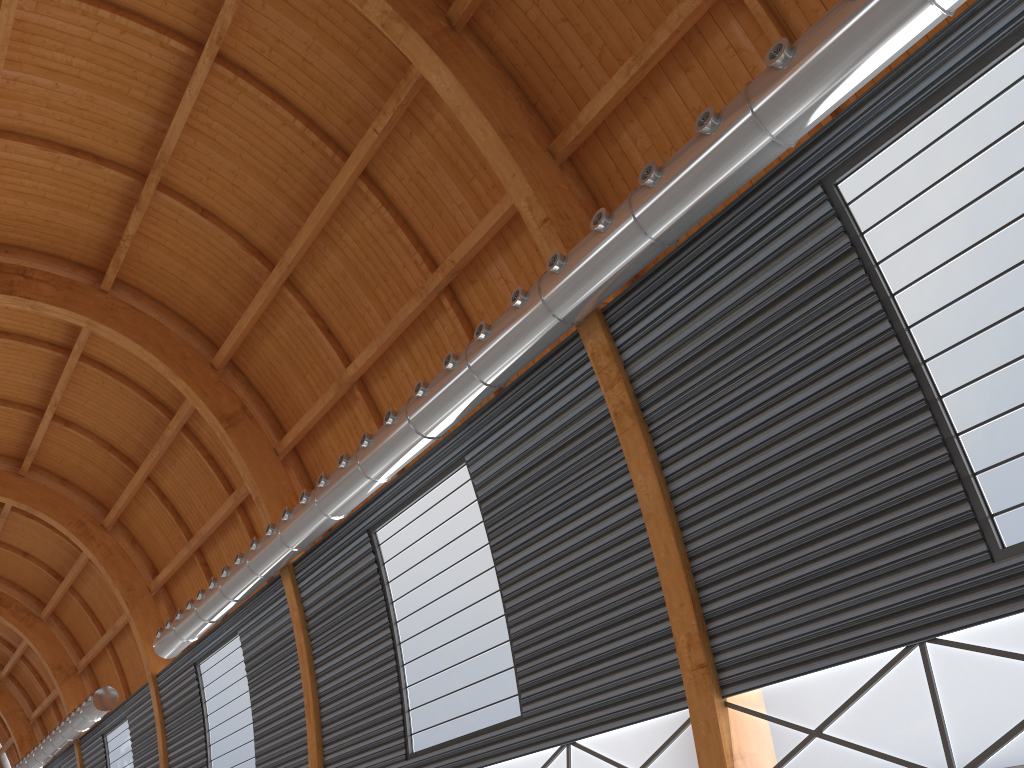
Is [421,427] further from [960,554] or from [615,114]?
[960,554]

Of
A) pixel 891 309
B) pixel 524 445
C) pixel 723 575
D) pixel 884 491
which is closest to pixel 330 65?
pixel 524 445
